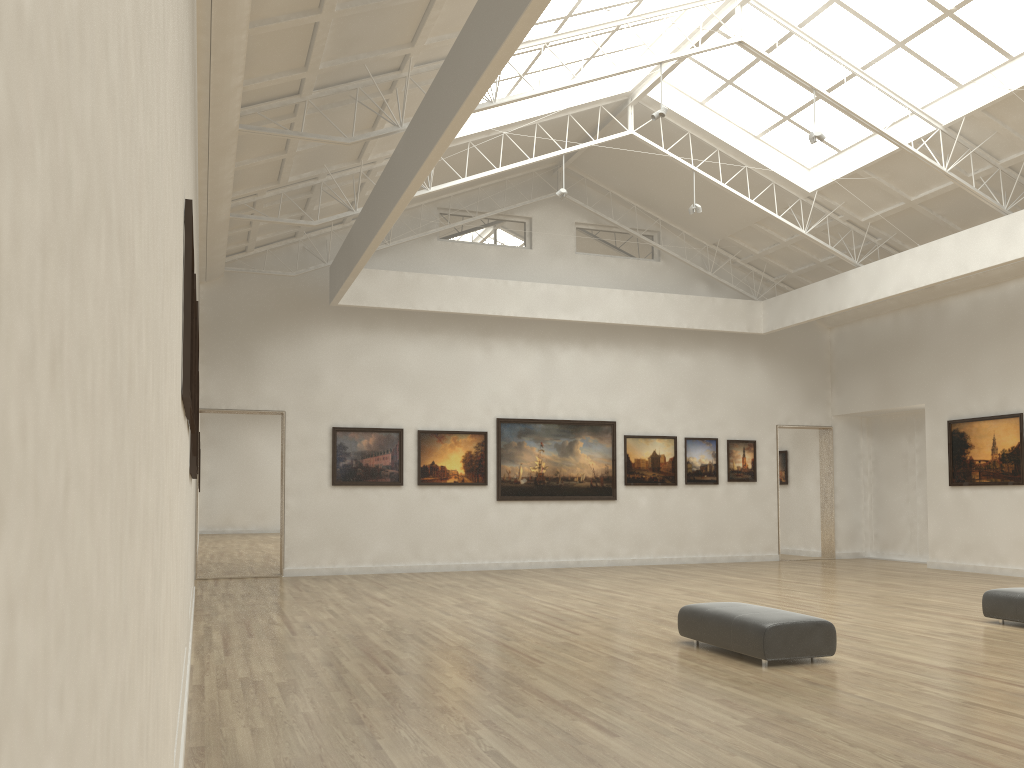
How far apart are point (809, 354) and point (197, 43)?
29.55m
